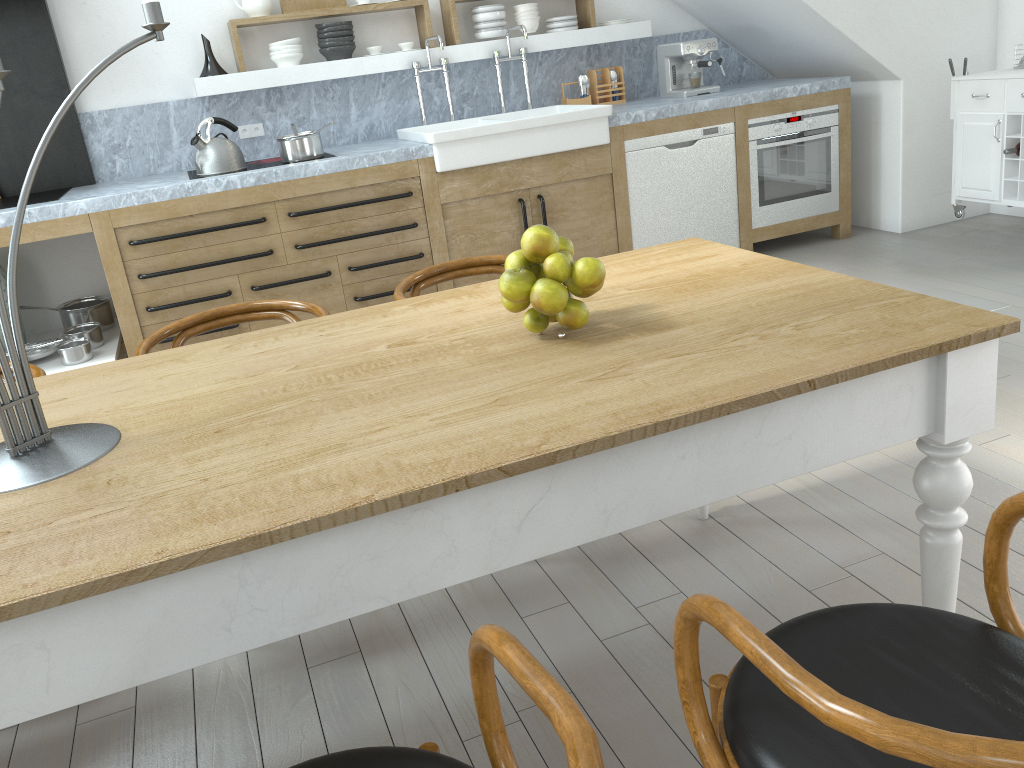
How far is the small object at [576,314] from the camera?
1.65m

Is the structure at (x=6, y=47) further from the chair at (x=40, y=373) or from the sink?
the chair at (x=40, y=373)

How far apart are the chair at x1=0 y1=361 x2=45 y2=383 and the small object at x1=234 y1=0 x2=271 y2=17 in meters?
3.1

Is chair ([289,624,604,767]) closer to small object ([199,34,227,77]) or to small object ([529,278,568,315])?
small object ([529,278,568,315])

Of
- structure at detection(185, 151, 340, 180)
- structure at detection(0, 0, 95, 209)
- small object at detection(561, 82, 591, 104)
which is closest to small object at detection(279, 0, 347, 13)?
structure at detection(185, 151, 340, 180)

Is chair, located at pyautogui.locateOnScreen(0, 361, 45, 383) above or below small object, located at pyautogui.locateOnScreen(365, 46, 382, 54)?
below

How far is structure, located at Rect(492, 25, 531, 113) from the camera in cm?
508

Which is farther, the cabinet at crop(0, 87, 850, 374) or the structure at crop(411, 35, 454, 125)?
the structure at crop(411, 35, 454, 125)

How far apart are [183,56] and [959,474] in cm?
452

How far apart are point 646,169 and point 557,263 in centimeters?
347cm
